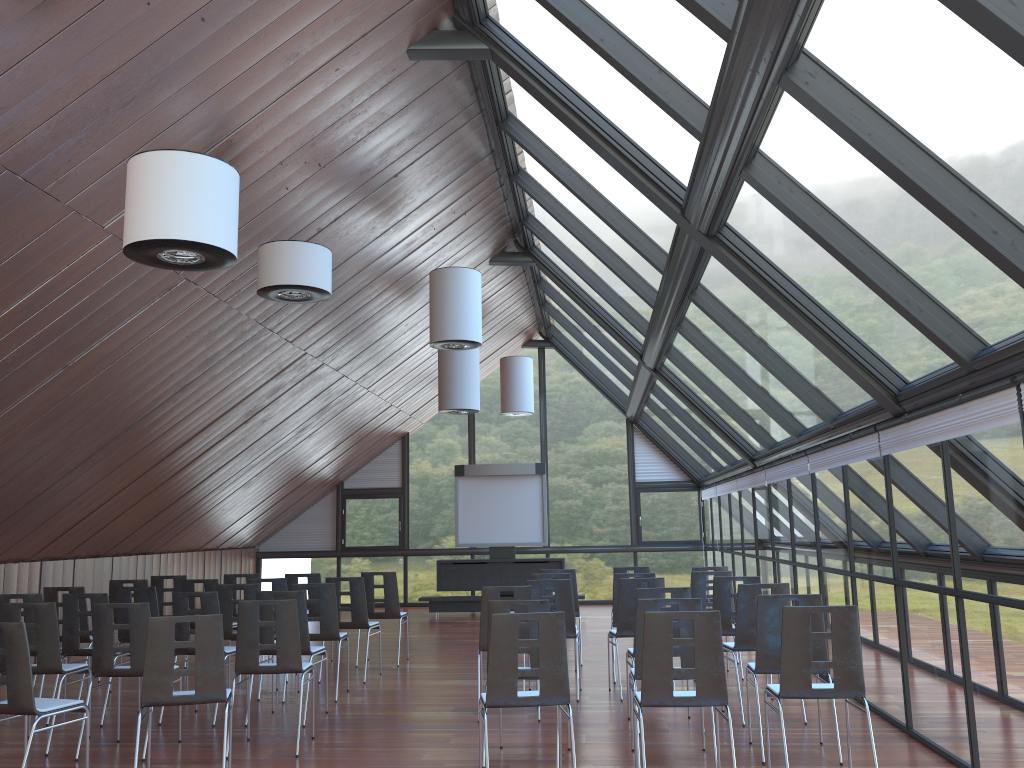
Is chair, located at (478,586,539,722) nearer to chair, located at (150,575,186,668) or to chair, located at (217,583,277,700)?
chair, located at (217,583,277,700)

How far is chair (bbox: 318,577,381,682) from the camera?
10.38m

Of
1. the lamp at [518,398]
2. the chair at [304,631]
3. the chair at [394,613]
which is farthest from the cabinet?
the chair at [304,631]

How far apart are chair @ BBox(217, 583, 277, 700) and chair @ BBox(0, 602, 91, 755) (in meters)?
1.85

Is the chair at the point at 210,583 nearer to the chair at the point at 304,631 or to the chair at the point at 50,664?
the chair at the point at 304,631

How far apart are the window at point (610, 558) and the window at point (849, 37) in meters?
0.2

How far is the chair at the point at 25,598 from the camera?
8.5m

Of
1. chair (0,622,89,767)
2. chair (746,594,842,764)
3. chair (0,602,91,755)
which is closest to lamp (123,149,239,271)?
chair (0,622,89,767)

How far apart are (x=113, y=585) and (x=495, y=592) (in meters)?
5.43

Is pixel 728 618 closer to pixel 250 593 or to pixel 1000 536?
pixel 1000 536
